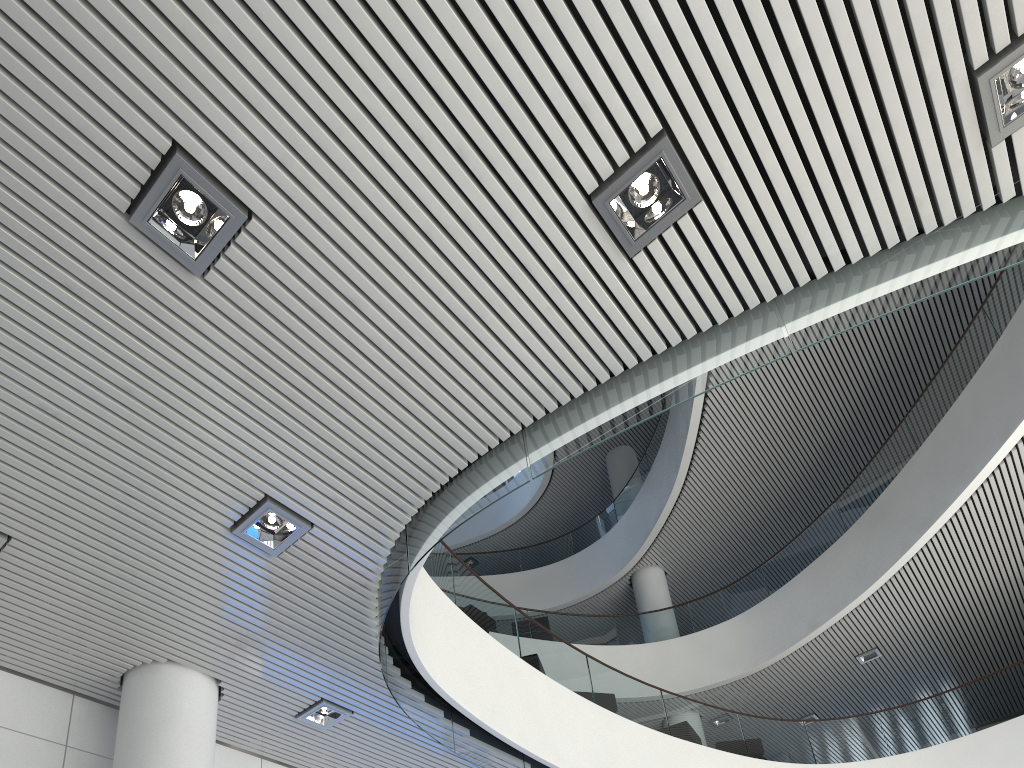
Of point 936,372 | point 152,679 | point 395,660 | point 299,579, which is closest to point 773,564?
point 936,372
